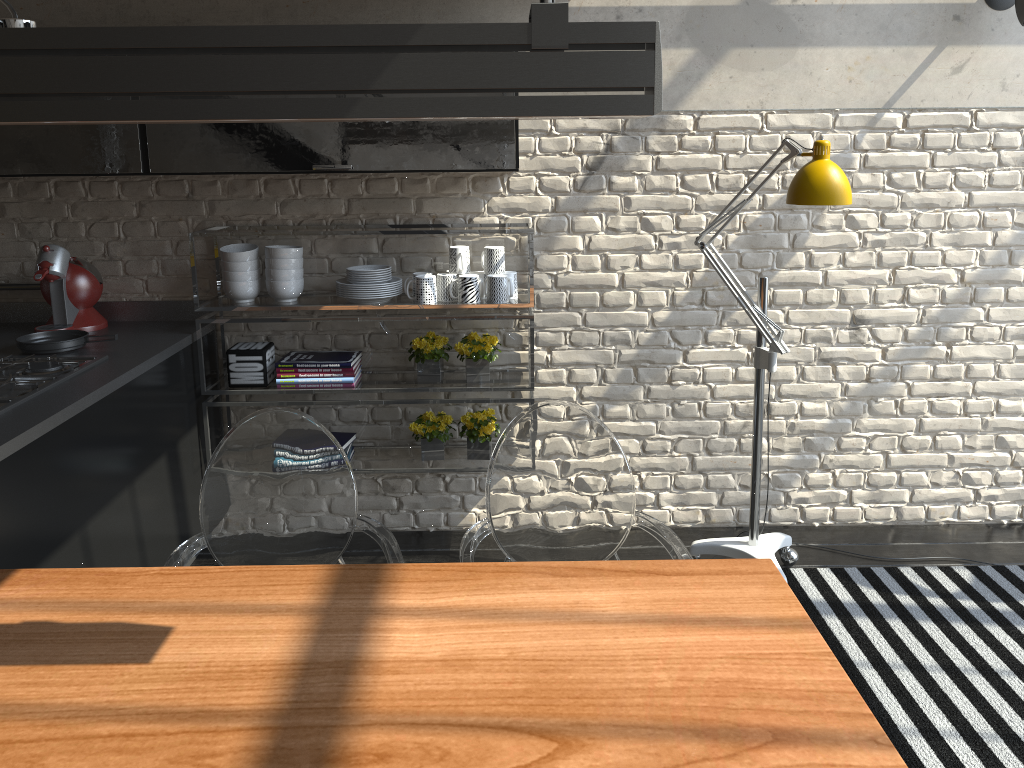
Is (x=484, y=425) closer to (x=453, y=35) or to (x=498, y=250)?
(x=498, y=250)

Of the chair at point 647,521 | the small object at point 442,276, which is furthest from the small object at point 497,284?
the chair at point 647,521

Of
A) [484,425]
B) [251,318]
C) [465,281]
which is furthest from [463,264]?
[251,318]

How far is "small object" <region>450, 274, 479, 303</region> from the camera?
3.3 meters

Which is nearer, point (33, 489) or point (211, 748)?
point (211, 748)

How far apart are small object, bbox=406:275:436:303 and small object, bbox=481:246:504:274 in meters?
0.2 m

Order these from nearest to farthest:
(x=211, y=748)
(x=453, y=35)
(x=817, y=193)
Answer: (x=453, y=35) → (x=211, y=748) → (x=817, y=193)

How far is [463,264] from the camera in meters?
3.3

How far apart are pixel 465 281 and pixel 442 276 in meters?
0.1 m

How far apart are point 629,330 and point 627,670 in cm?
223
